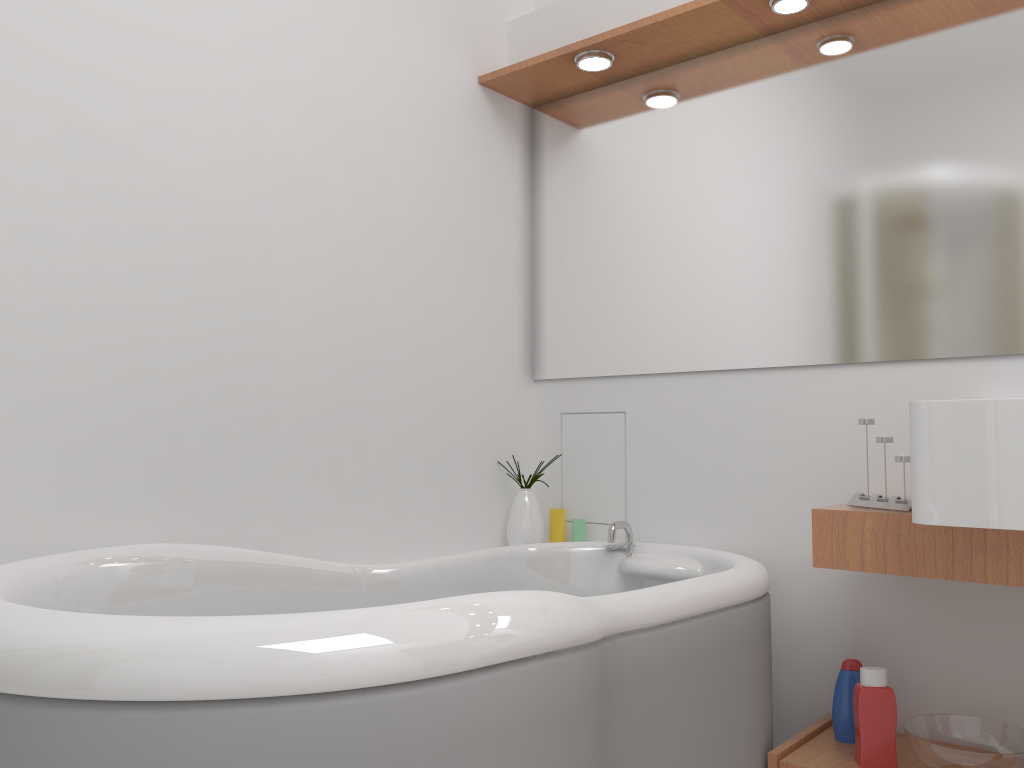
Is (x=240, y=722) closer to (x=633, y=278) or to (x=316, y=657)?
(x=316, y=657)

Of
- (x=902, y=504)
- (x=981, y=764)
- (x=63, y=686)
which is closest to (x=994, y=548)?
(x=902, y=504)

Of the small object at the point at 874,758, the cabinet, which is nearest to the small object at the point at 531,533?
the cabinet

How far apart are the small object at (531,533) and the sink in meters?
1.2 m

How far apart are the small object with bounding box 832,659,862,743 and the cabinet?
0.0 meters

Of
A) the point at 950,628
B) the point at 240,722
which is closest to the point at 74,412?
the point at 240,722

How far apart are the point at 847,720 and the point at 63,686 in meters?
1.7

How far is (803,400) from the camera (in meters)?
2.26

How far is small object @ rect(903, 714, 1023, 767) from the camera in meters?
1.7

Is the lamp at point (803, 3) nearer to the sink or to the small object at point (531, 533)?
the sink
